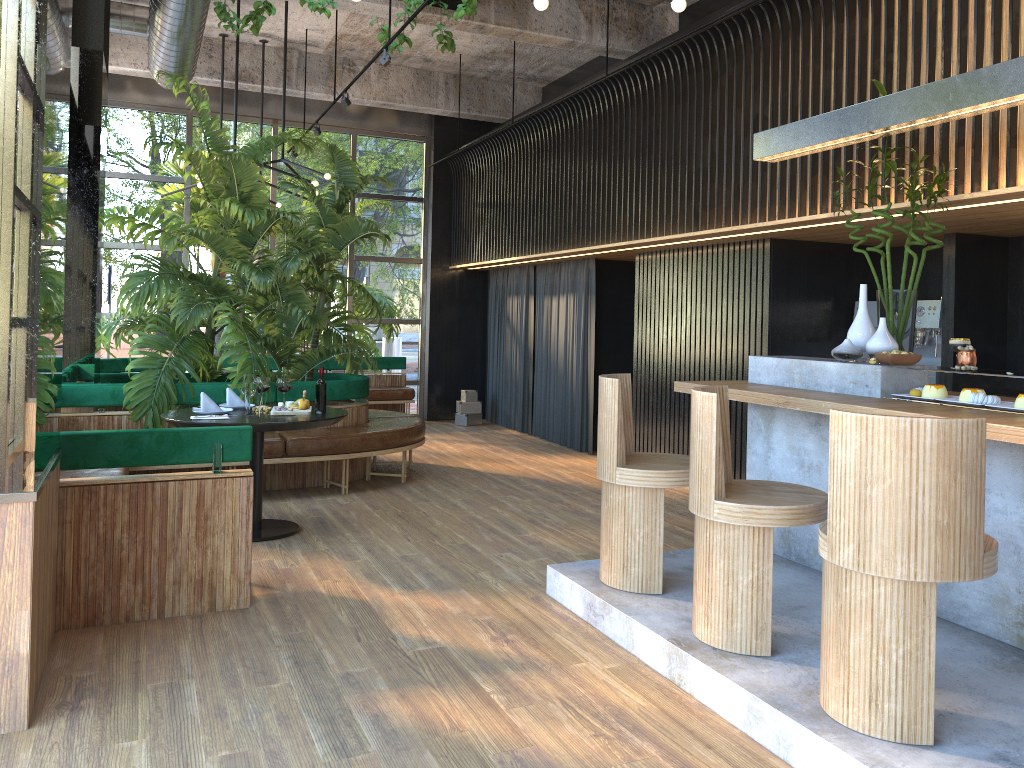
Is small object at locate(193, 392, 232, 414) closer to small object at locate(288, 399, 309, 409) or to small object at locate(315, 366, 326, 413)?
small object at locate(288, 399, 309, 409)

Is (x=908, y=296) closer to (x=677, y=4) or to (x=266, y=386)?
(x=677, y=4)

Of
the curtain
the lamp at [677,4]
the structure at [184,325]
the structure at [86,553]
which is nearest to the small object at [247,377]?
the structure at [86,553]

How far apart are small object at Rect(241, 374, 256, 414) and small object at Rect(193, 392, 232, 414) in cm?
26

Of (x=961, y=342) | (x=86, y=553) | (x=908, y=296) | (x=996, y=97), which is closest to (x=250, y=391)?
(x=86, y=553)

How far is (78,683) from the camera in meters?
3.3 m

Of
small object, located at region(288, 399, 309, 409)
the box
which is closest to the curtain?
the box

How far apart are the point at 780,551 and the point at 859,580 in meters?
2.1

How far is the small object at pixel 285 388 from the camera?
2.3m

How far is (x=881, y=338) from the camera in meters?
4.3
